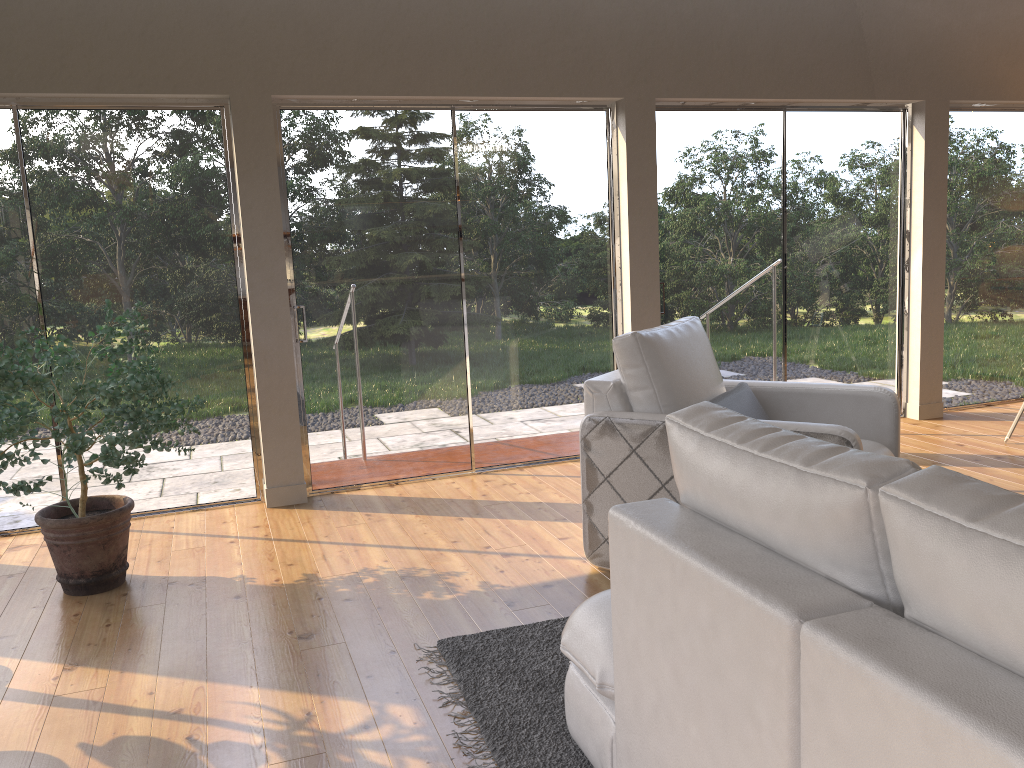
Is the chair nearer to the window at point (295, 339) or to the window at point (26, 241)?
the window at point (295, 339)

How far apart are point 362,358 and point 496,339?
0.8m

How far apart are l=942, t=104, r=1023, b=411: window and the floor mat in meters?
4.5 m

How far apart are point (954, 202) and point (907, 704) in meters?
5.9 m

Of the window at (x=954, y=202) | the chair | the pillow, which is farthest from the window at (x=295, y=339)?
the window at (x=954, y=202)

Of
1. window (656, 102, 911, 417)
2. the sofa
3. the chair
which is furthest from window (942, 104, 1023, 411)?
the sofa

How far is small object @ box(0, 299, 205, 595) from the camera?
3.22m

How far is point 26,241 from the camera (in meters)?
4.34

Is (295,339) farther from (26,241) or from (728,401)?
(728,401)

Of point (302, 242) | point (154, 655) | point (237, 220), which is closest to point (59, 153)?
point (237, 220)
